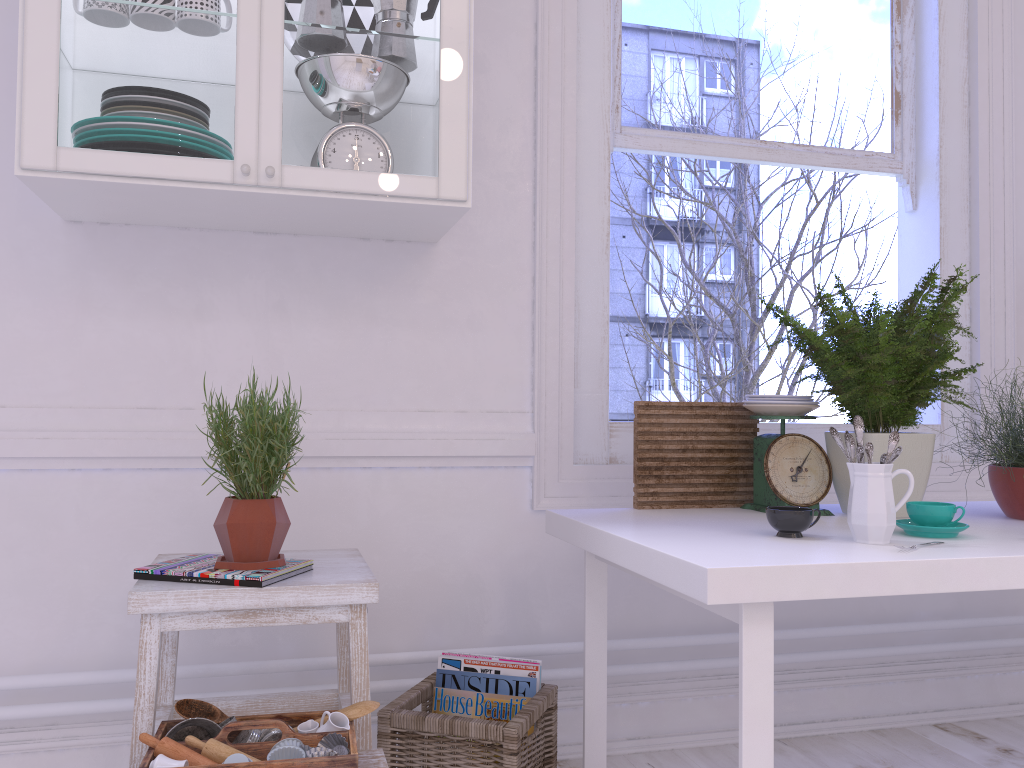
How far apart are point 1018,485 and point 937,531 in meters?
0.4 m

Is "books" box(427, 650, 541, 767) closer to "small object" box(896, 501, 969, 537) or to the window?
the window

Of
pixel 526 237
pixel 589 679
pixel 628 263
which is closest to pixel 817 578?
pixel 589 679

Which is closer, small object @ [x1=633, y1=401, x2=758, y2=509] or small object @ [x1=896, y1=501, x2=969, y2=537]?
small object @ [x1=896, y1=501, x2=969, y2=537]

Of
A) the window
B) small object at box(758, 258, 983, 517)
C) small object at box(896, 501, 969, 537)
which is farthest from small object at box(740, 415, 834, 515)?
the window

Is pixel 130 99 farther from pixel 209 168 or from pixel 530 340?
pixel 530 340

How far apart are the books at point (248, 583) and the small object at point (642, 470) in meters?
0.7 m

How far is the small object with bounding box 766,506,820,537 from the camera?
1.5 meters

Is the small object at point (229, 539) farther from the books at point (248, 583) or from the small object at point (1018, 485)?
the small object at point (1018, 485)

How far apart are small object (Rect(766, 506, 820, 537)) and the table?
0.0 meters
